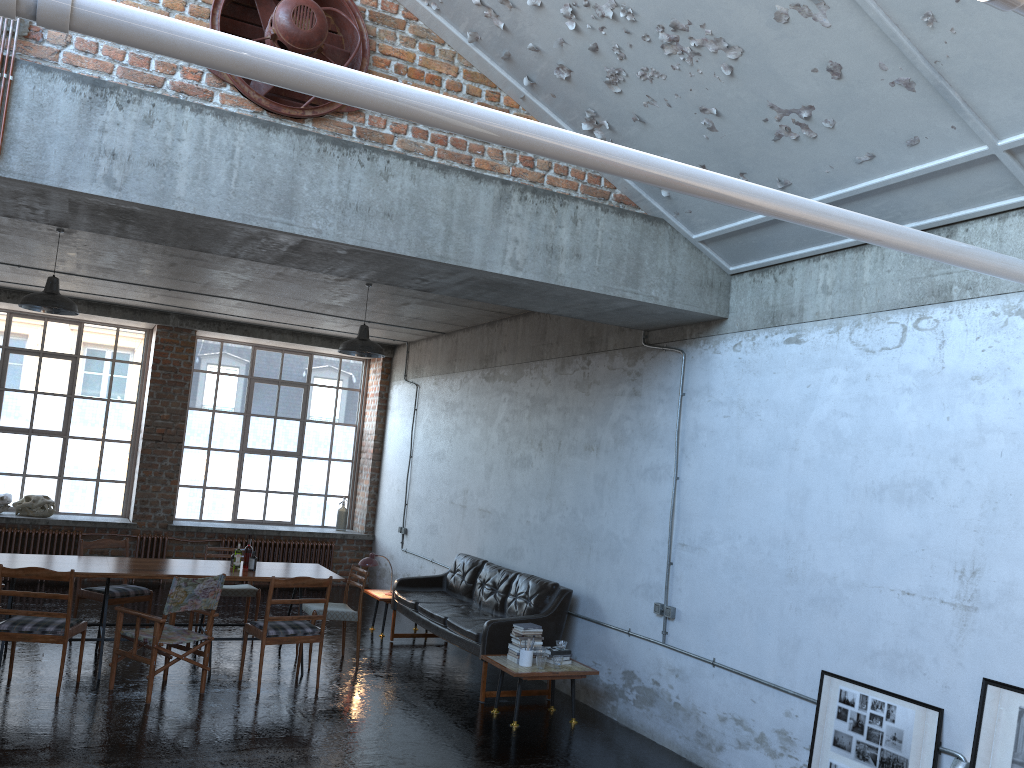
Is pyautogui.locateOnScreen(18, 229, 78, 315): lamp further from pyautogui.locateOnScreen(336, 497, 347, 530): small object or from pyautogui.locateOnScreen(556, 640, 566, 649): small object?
pyautogui.locateOnScreen(336, 497, 347, 530): small object

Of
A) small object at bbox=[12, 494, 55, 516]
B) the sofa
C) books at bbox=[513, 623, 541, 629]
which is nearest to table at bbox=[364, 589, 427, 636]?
the sofa

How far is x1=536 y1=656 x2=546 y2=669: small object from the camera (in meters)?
7.37

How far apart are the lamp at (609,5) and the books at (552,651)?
5.0 meters

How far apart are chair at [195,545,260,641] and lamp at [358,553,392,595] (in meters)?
1.31

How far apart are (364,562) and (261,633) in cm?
284

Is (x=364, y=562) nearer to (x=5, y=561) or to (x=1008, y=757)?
(x=5, y=561)

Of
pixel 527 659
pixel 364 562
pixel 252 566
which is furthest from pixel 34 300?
pixel 527 659

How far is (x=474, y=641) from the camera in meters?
8.1 m

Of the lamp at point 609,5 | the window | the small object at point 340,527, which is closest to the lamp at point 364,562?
the small object at point 340,527
